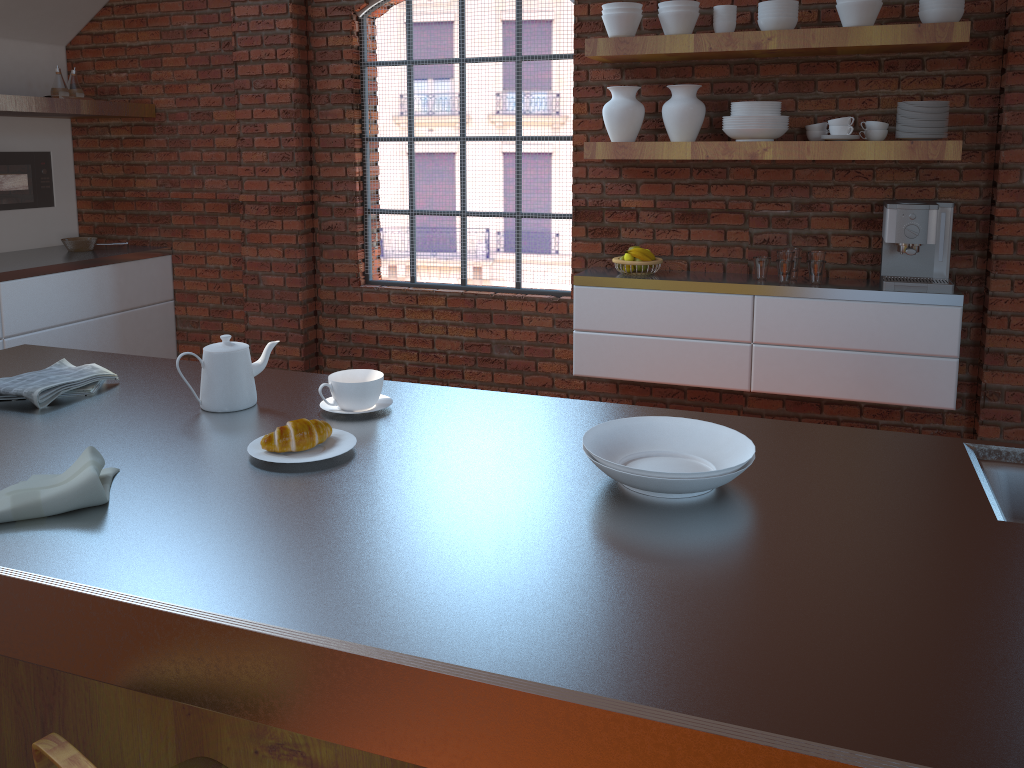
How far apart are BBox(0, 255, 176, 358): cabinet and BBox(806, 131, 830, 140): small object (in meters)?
3.63

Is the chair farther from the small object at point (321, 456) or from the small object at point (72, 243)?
the small object at point (72, 243)

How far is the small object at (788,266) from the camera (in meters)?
3.76

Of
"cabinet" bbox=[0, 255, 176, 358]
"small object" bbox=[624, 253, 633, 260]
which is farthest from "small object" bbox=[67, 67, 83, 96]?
"small object" bbox=[624, 253, 633, 260]

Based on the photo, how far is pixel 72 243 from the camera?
Result: 5.0m

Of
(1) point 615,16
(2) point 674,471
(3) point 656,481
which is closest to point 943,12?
(1) point 615,16

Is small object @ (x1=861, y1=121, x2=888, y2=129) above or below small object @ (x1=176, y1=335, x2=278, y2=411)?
above

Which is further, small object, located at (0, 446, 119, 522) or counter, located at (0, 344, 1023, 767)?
small object, located at (0, 446, 119, 522)

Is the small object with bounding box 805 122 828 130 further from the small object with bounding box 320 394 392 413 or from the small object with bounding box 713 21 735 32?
the small object with bounding box 320 394 392 413

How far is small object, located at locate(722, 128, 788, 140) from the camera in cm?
363
